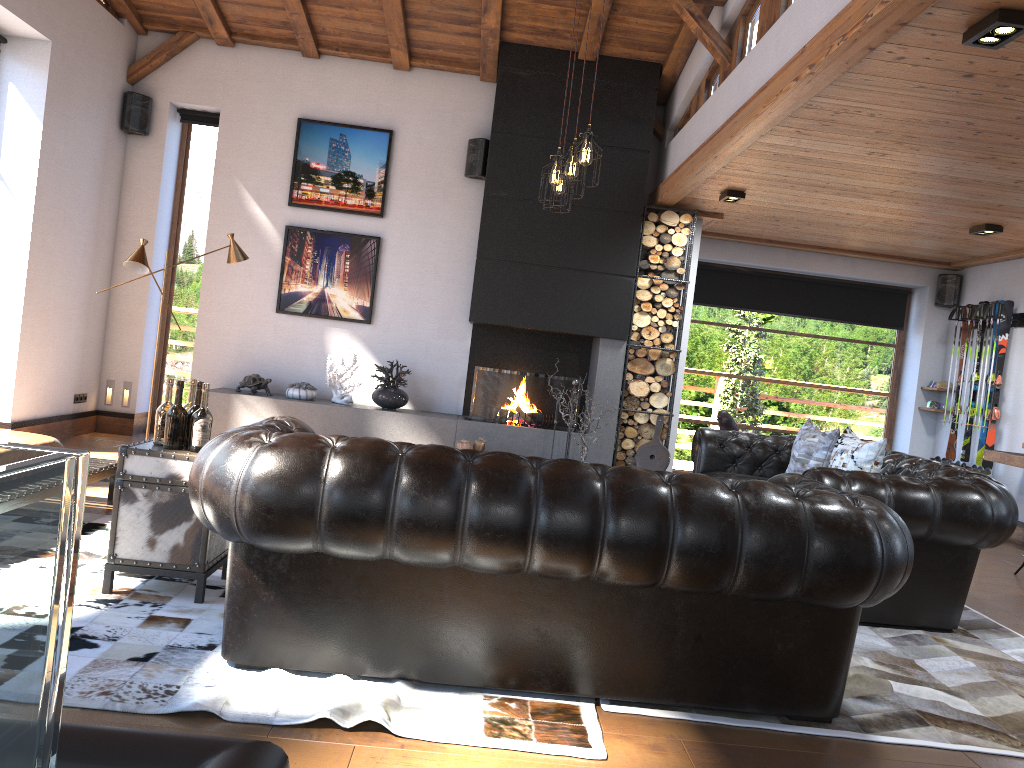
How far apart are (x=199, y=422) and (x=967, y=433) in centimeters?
775cm

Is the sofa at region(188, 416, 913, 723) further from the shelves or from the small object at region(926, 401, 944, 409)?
the small object at region(926, 401, 944, 409)

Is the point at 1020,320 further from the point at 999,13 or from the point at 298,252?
the point at 298,252

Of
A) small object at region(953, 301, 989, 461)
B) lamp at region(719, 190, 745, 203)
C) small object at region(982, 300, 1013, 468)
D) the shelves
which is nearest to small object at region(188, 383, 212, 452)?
lamp at region(719, 190, 745, 203)

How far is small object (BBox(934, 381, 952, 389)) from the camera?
9.30m

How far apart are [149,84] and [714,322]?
6.2m

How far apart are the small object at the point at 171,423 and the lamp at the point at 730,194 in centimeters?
485cm

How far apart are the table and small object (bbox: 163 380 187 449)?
0.0m

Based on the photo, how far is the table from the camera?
3.60m

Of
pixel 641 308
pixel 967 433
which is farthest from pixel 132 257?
pixel 967 433
